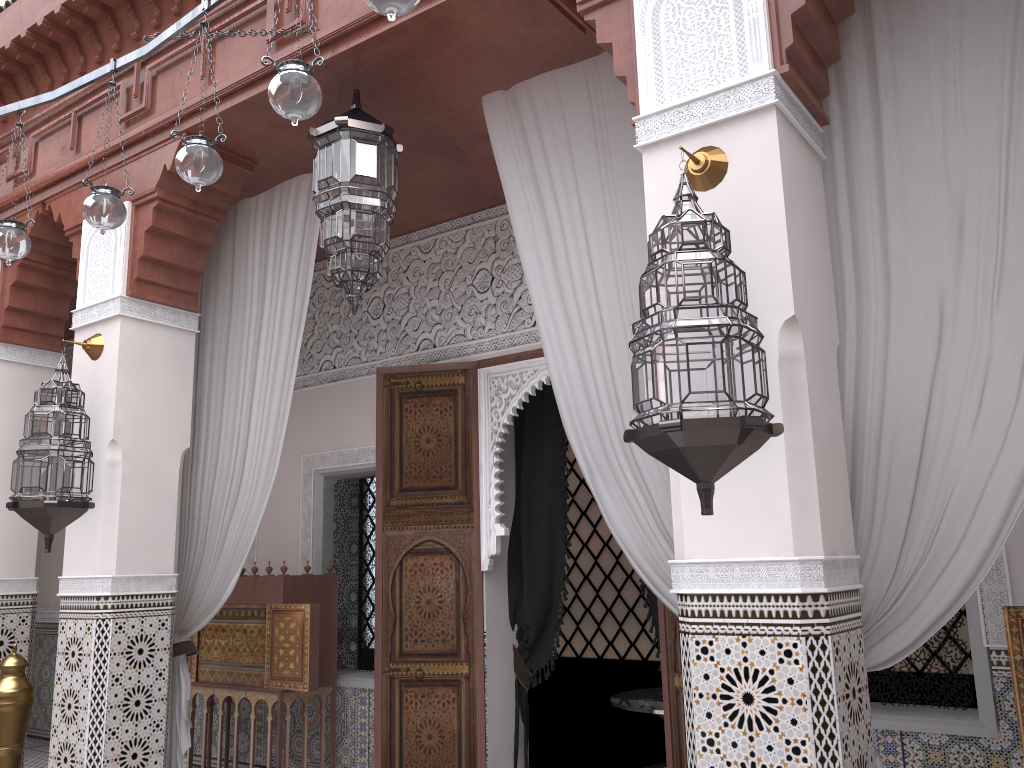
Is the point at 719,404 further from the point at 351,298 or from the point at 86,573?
the point at 86,573

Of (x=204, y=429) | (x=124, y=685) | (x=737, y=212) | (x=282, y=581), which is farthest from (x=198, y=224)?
(x=737, y=212)

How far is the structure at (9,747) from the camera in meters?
2.6 m

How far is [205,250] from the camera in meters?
2.6 m

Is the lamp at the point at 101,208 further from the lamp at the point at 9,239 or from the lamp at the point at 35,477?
the lamp at the point at 35,477

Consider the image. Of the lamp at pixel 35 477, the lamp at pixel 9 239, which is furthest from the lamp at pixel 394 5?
the lamp at pixel 35 477

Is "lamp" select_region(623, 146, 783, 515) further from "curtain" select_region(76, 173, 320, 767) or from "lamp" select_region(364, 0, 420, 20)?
"curtain" select_region(76, 173, 320, 767)

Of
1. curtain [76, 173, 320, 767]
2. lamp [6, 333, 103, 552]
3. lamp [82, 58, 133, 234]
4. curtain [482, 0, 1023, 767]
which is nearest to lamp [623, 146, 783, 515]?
curtain [482, 0, 1023, 767]

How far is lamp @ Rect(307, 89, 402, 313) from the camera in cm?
204

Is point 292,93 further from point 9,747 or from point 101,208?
point 9,747
